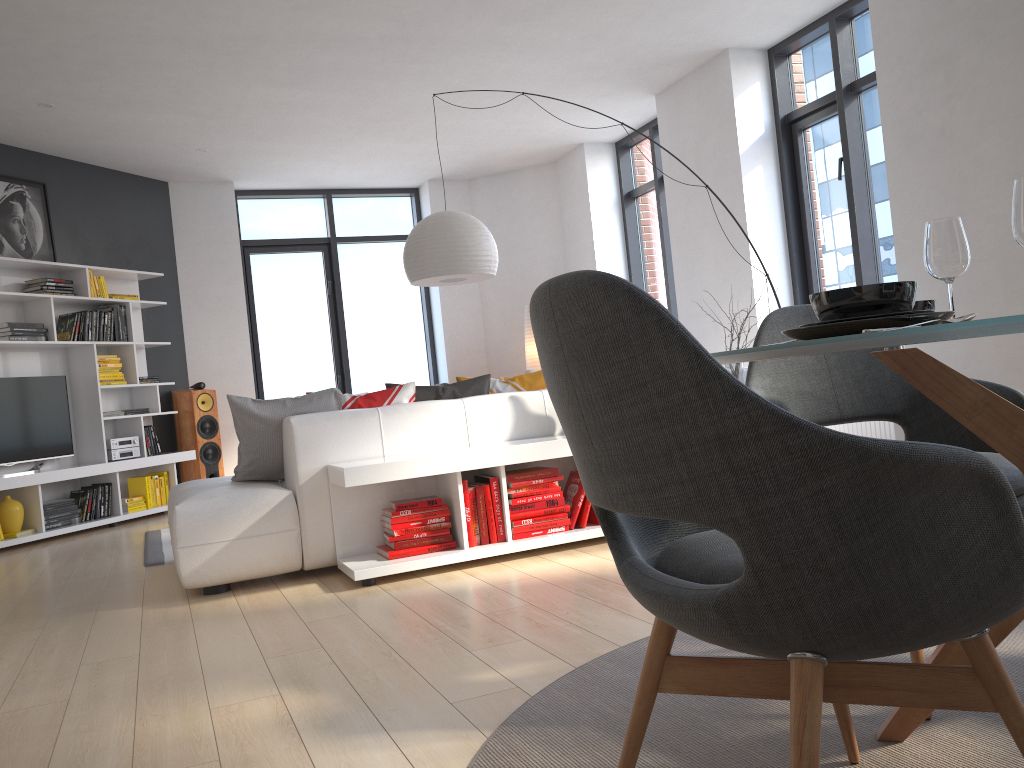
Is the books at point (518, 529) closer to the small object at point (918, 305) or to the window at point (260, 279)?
the small object at point (918, 305)

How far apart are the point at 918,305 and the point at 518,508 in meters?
2.3

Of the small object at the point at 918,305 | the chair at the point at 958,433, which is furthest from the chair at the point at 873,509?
the small object at the point at 918,305

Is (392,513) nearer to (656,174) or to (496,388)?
(496,388)

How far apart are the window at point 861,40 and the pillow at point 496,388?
2.5 meters

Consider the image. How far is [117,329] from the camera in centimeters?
724cm

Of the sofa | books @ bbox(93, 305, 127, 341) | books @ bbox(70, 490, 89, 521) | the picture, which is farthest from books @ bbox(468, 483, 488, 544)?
the picture

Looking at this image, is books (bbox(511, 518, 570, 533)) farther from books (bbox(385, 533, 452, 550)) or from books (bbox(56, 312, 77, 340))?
books (bbox(56, 312, 77, 340))

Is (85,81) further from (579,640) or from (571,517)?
(579,640)

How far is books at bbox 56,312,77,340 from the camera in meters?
6.8
